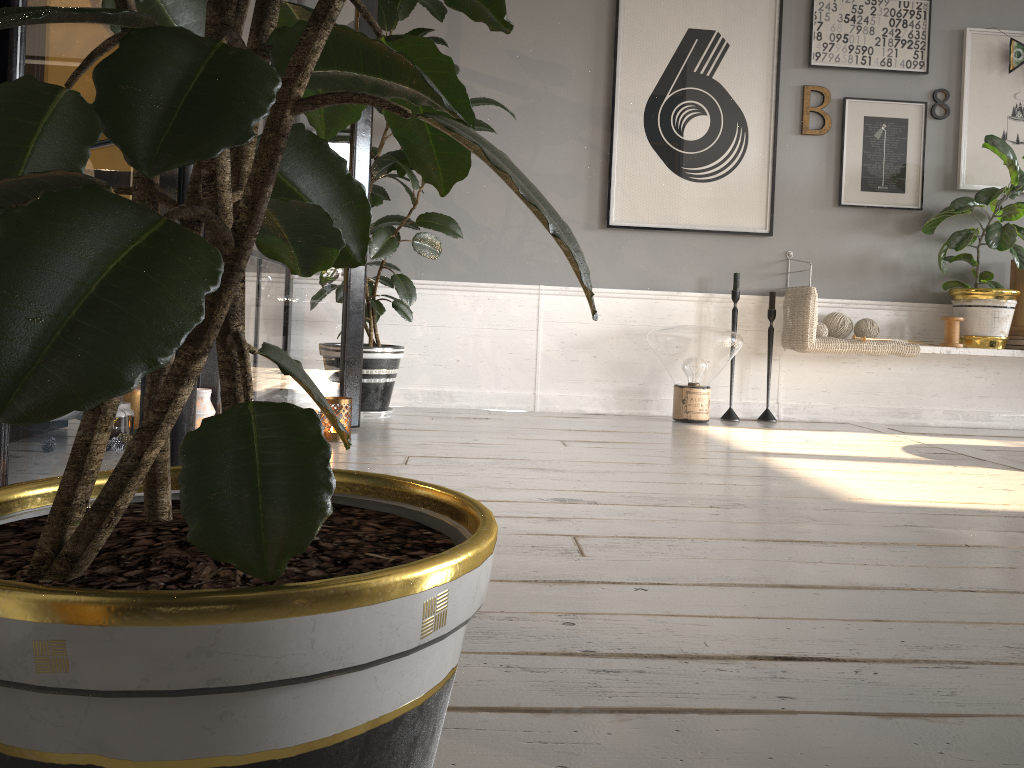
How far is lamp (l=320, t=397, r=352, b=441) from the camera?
2.92m

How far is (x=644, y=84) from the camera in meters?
4.2 m

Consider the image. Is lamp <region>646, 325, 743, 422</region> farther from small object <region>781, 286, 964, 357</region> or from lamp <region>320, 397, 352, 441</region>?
lamp <region>320, 397, 352, 441</region>

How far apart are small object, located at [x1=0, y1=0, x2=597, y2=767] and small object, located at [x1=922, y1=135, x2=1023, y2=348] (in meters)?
2.28

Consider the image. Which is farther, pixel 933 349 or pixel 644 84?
pixel 644 84

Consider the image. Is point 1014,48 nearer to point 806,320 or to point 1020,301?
point 1020,301

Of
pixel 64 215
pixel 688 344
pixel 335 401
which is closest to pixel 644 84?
pixel 688 344

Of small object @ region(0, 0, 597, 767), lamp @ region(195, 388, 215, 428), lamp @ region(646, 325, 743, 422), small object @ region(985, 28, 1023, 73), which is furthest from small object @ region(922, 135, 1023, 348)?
lamp @ region(195, 388, 215, 428)

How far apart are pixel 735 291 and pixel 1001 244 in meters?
1.2 m

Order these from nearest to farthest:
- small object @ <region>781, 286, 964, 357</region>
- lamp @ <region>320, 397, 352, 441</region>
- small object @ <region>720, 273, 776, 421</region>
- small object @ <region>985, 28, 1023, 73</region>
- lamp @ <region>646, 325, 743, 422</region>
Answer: lamp @ <region>320, 397, 352, 441</region> → lamp @ <region>646, 325, 743, 422</region> → small object @ <region>781, 286, 964, 357</region> → small object @ <region>720, 273, 776, 421</region> → small object @ <region>985, 28, 1023, 73</region>
